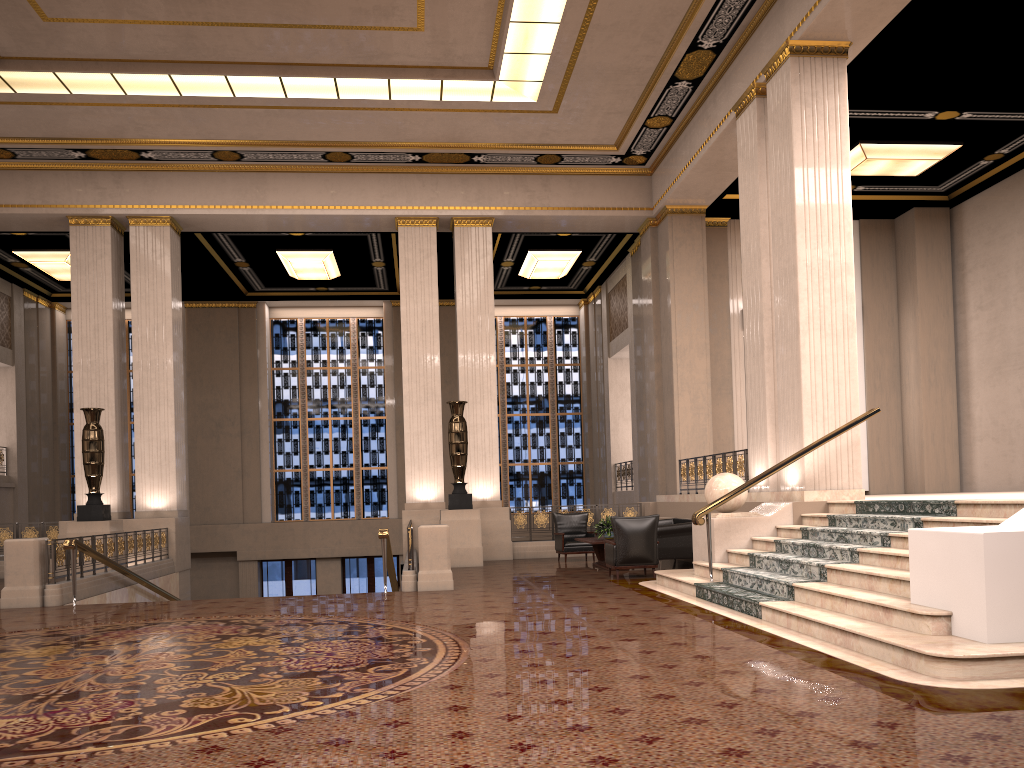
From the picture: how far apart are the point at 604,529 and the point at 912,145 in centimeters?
791cm

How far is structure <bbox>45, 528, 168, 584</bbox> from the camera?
11.3m

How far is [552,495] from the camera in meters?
23.7

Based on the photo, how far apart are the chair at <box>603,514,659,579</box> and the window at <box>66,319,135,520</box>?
15.4m

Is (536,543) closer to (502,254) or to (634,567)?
(634,567)

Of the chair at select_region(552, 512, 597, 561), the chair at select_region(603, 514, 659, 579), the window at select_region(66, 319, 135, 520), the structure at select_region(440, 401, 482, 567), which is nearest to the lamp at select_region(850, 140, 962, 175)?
the chair at select_region(603, 514, 659, 579)

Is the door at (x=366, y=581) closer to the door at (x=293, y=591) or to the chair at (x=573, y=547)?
the door at (x=293, y=591)

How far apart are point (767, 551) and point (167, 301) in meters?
11.6 m

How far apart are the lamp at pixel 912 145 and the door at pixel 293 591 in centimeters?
1547cm

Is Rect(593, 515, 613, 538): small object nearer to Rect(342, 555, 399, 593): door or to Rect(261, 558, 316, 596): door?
Rect(342, 555, 399, 593): door
